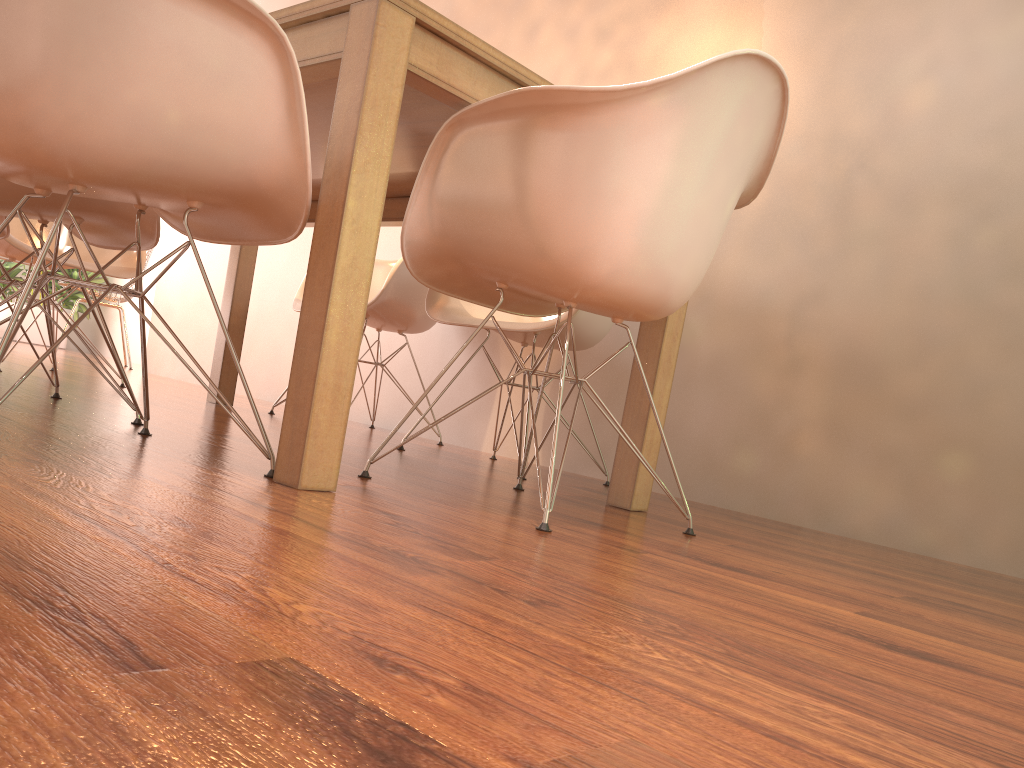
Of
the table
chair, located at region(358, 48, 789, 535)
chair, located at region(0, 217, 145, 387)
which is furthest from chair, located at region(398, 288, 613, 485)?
chair, located at region(0, 217, 145, 387)

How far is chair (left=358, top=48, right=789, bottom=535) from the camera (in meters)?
1.53

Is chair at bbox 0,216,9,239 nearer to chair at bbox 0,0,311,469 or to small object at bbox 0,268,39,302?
chair at bbox 0,0,311,469

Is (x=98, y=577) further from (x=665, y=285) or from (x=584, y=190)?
(x=665, y=285)

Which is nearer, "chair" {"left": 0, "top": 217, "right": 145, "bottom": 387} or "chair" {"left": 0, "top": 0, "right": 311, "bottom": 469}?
"chair" {"left": 0, "top": 0, "right": 311, "bottom": 469}

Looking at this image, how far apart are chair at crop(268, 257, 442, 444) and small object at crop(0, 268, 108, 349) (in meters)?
4.73

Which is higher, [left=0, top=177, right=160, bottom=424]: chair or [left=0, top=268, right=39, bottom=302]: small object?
[left=0, top=268, right=39, bottom=302]: small object

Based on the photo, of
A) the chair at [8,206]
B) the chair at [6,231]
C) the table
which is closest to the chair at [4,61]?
the table

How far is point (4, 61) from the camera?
1.24m

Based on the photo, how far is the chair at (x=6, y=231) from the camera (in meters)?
2.48
